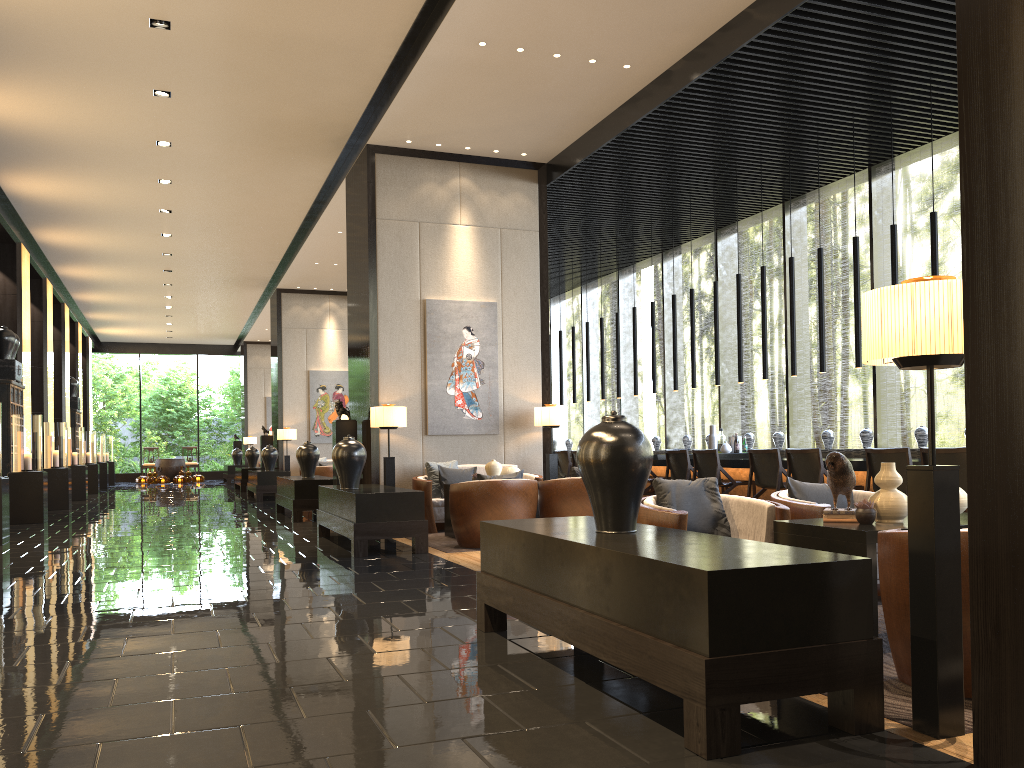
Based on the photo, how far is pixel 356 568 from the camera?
6.4 meters

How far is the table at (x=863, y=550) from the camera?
3.45m

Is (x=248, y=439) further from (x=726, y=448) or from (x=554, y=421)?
(x=726, y=448)

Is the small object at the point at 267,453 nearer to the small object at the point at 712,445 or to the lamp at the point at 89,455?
the lamp at the point at 89,455

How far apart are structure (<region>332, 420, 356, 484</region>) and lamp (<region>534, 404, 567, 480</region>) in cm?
207

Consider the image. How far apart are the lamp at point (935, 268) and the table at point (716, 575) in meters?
5.1

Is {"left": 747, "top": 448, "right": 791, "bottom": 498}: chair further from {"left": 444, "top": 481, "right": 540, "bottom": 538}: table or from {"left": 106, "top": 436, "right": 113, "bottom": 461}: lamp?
{"left": 106, "top": 436, "right": 113, "bottom": 461}: lamp

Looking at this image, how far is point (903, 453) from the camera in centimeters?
690cm

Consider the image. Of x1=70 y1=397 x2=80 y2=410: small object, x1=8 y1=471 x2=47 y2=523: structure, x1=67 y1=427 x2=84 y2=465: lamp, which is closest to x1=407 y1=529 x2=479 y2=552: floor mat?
x1=8 y1=471 x2=47 y2=523: structure

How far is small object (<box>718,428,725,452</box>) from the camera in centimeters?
1089cm
